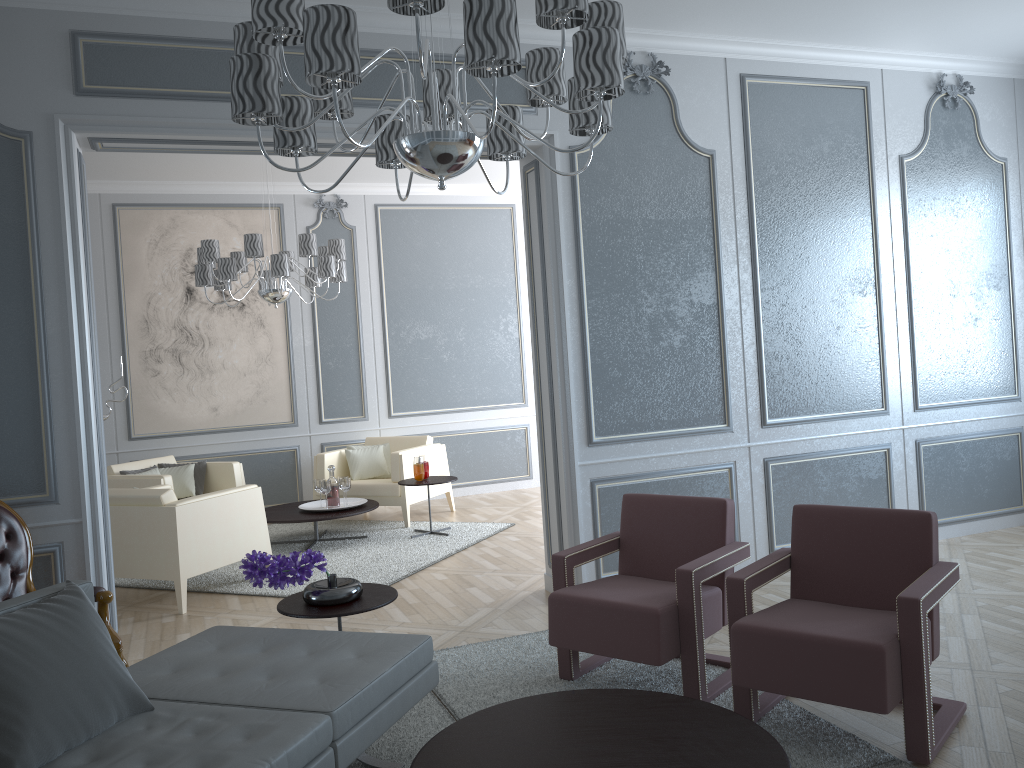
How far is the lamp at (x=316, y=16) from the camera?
1.8 meters

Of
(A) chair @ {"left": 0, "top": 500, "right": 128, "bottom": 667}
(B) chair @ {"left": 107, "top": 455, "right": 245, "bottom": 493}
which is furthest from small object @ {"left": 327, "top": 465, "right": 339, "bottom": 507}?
(A) chair @ {"left": 0, "top": 500, "right": 128, "bottom": 667}

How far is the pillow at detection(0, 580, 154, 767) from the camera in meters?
1.9 m

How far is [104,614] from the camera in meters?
3.2

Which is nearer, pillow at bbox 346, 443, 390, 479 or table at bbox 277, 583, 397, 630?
table at bbox 277, 583, 397, 630

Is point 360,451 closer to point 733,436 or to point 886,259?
point 733,436

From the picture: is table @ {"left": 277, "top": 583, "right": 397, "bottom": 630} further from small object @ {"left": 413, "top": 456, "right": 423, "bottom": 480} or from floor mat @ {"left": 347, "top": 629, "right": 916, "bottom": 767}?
small object @ {"left": 413, "top": 456, "right": 423, "bottom": 480}

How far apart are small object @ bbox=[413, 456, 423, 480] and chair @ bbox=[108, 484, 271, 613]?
1.3m

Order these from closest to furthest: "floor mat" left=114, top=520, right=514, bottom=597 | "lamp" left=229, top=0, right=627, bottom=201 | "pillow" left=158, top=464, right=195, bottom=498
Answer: "lamp" left=229, top=0, right=627, bottom=201 → "floor mat" left=114, top=520, right=514, bottom=597 → "pillow" left=158, top=464, right=195, bottom=498

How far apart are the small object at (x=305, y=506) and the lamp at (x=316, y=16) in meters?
3.9 m
